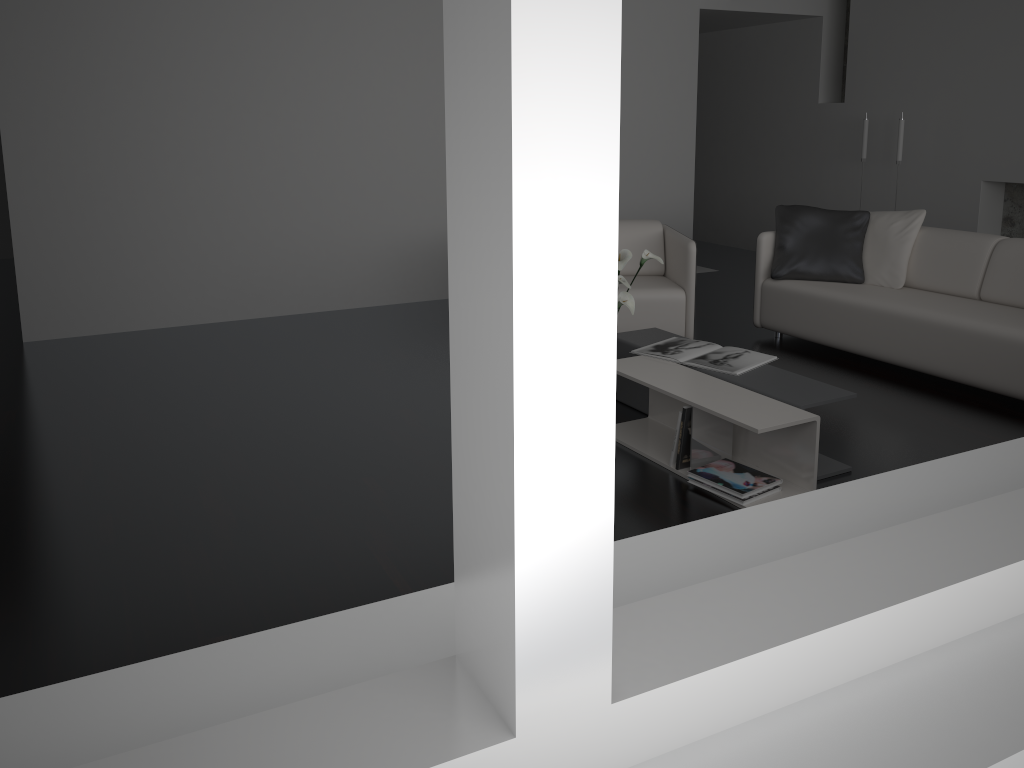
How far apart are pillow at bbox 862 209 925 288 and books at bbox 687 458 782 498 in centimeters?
231cm

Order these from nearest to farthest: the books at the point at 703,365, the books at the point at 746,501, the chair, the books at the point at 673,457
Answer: the books at the point at 746,501
the books at the point at 673,457
the books at the point at 703,365
the chair

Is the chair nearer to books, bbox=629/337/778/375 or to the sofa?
the sofa

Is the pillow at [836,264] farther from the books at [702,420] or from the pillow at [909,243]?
the books at [702,420]

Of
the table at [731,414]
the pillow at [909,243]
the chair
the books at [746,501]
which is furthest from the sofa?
the books at [746,501]

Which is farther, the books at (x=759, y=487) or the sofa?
the sofa

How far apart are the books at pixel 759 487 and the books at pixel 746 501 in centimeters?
2cm

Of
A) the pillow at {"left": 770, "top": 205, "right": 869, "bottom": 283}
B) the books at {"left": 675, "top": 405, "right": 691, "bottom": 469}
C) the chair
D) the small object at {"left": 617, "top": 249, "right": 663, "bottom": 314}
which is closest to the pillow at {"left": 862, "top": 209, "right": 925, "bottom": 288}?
the pillow at {"left": 770, "top": 205, "right": 869, "bottom": 283}

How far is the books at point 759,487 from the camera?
3.23m

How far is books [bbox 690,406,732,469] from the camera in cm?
342
